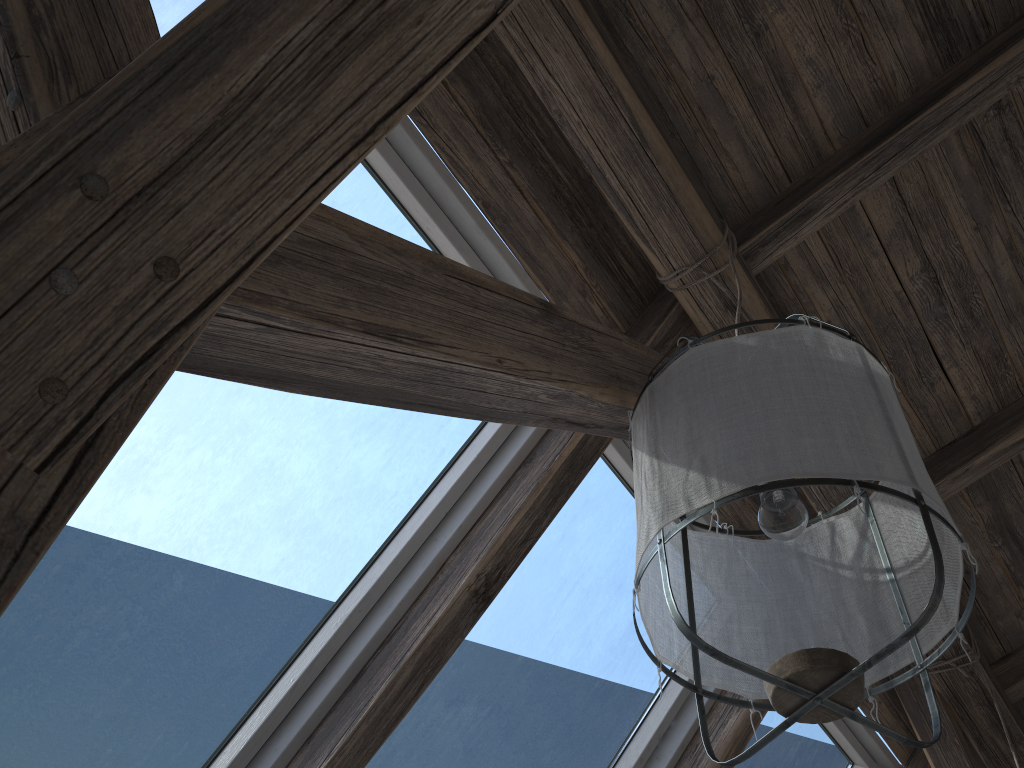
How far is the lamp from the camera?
1.0 meters

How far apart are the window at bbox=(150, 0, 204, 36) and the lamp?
1.0m

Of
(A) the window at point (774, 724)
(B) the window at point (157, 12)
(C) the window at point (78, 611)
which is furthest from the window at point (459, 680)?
(B) the window at point (157, 12)

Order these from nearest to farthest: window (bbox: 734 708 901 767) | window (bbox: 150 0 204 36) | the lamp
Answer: the lamp → window (bbox: 150 0 204 36) → window (bbox: 734 708 901 767)

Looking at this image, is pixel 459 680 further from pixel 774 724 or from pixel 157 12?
pixel 157 12

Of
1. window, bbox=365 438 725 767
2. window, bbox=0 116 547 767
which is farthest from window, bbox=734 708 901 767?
window, bbox=0 116 547 767

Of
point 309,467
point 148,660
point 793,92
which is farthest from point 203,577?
point 793,92

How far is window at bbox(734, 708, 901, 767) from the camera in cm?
259

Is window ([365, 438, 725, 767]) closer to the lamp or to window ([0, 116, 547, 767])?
window ([0, 116, 547, 767])

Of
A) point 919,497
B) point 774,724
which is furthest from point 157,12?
point 774,724
